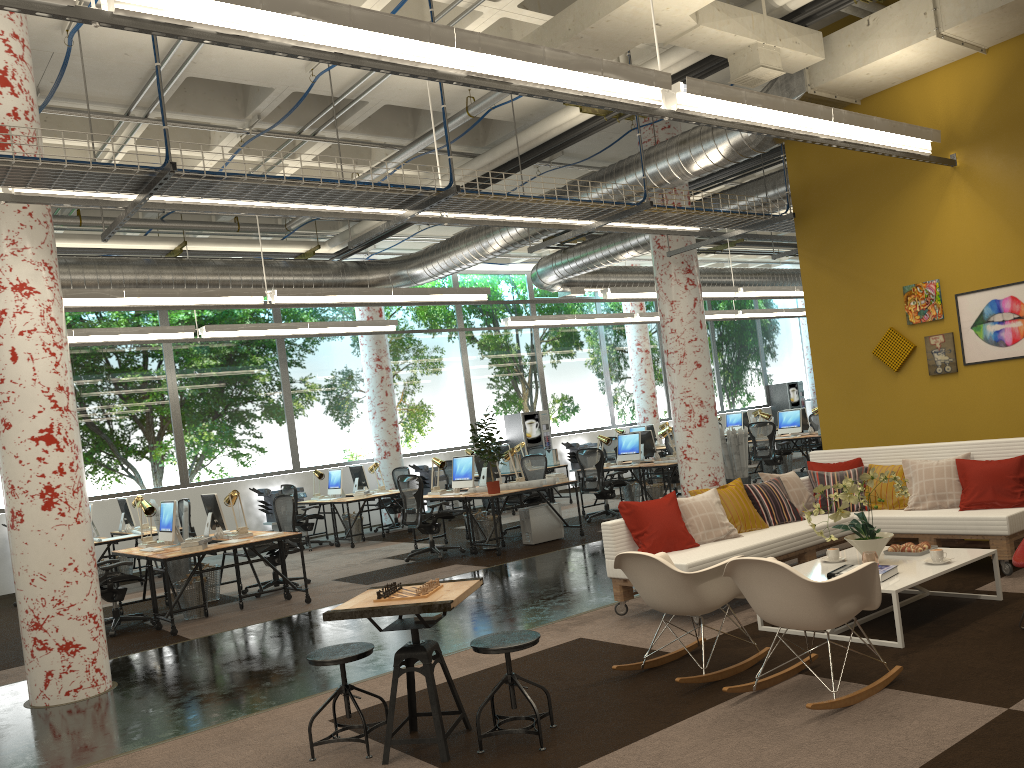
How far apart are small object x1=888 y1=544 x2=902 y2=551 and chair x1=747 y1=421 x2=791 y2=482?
9.35m

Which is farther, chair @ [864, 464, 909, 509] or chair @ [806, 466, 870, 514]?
chair @ [806, 466, 870, 514]

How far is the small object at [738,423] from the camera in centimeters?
2075cm

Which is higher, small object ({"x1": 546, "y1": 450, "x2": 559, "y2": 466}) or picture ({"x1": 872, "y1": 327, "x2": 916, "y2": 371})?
picture ({"x1": 872, "y1": 327, "x2": 916, "y2": 371})

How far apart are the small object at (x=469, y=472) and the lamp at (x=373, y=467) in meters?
3.3

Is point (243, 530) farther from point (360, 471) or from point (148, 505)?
point (360, 471)

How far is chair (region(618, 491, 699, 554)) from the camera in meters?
6.5 m

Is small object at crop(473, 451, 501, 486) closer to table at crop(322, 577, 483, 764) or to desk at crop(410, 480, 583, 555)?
desk at crop(410, 480, 583, 555)

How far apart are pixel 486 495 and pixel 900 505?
4.9 meters

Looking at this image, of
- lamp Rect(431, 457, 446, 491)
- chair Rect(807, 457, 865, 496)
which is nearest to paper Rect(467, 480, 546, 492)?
lamp Rect(431, 457, 446, 491)
